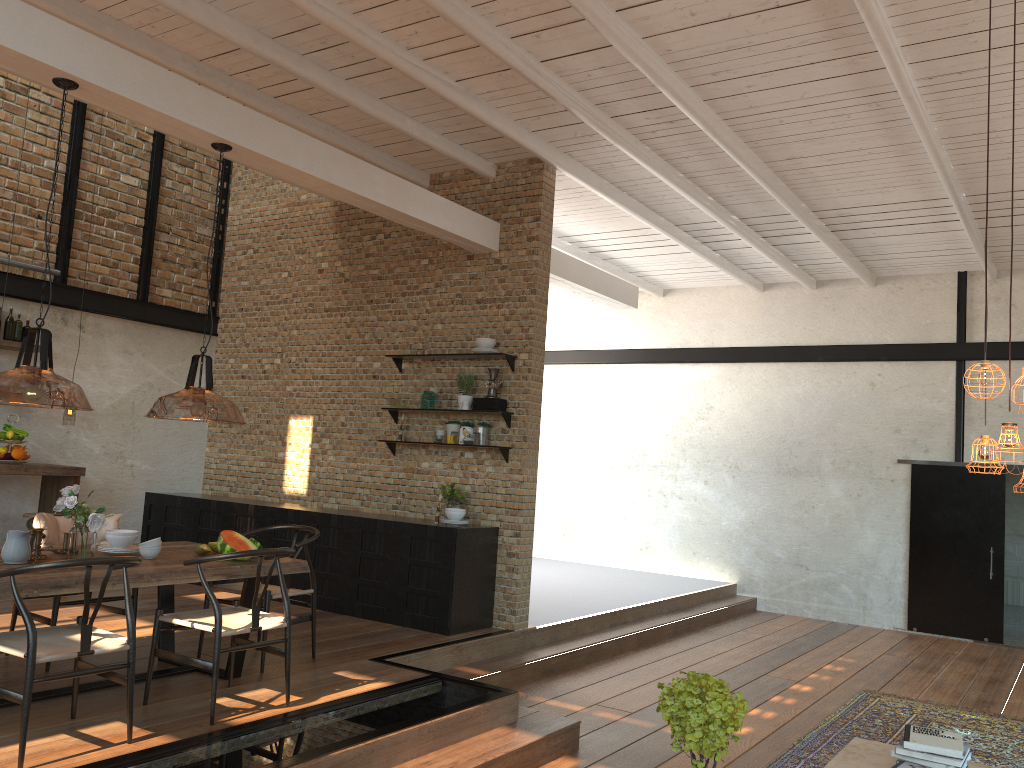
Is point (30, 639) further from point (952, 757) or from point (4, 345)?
point (4, 345)

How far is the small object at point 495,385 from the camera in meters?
7.6 m

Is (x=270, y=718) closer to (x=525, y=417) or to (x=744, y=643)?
(x=525, y=417)

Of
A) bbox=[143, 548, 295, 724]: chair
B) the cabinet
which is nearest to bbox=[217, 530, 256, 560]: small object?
bbox=[143, 548, 295, 724]: chair

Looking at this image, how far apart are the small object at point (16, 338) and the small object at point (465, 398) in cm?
400

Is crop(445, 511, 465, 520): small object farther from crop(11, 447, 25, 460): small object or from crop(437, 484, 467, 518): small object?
crop(11, 447, 25, 460): small object

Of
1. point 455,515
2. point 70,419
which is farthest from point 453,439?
point 70,419

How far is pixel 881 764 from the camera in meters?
4.3

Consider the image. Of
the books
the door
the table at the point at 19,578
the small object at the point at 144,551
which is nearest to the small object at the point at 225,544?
the table at the point at 19,578

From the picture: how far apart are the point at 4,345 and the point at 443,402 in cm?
388
